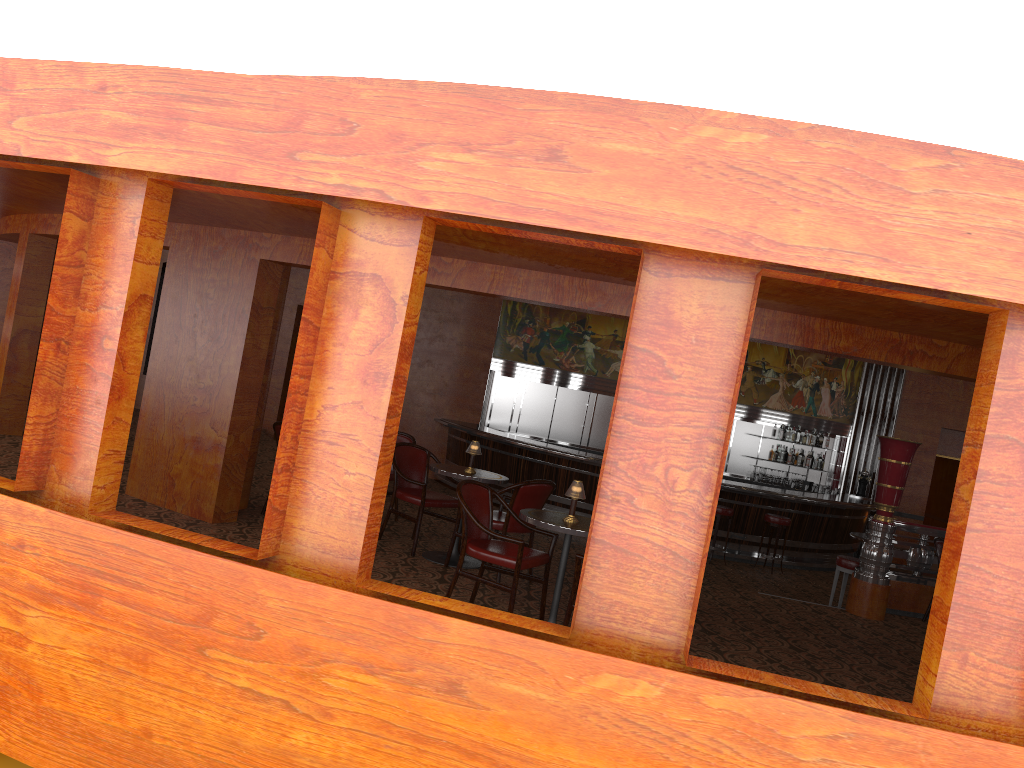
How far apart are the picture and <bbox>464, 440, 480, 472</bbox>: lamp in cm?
830

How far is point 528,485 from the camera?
6.5m

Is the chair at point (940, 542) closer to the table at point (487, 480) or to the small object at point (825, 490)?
the table at point (487, 480)

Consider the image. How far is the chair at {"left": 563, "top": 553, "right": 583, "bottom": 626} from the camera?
5.12m

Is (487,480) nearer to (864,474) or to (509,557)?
(509,557)

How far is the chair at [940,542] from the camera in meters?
8.1 m

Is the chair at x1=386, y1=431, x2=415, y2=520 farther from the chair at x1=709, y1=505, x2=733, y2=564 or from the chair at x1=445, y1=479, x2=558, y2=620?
the chair at x1=709, y1=505, x2=733, y2=564

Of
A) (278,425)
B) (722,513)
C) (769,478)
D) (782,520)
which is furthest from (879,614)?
(769,478)

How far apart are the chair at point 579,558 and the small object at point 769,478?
10.60m

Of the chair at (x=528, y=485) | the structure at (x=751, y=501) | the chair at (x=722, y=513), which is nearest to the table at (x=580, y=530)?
the chair at (x=528, y=485)
